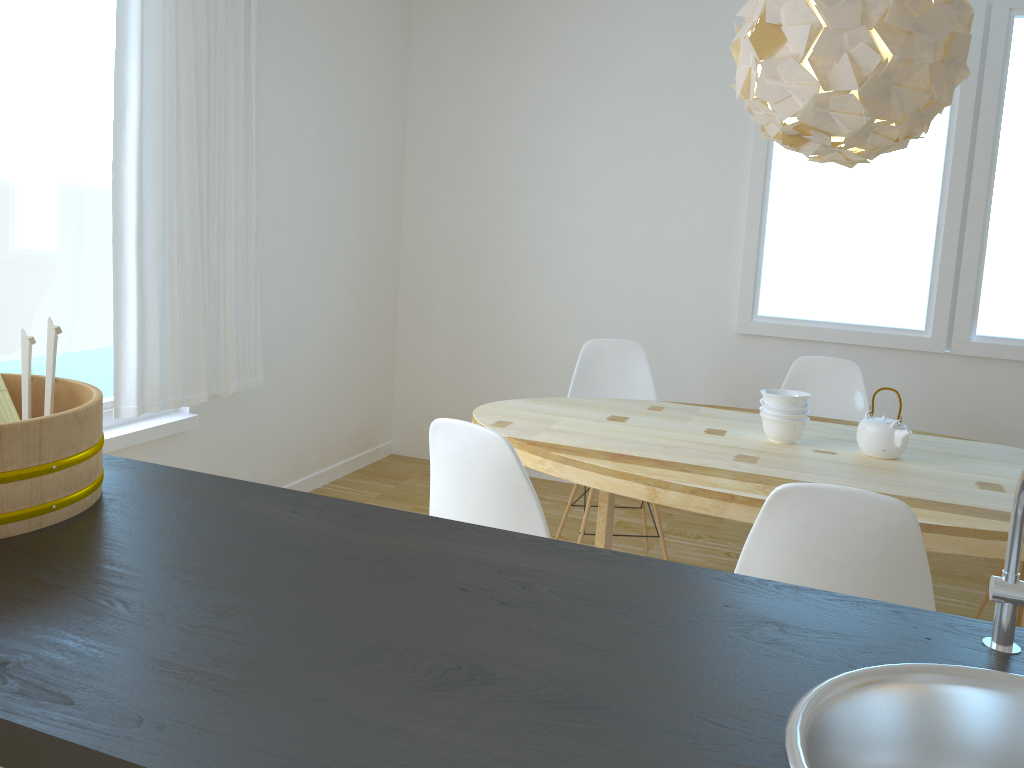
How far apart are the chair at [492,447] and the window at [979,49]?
2.5m

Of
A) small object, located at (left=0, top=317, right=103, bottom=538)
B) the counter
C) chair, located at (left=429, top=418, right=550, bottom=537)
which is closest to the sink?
the counter

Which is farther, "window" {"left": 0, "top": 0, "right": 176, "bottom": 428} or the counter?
"window" {"left": 0, "top": 0, "right": 176, "bottom": 428}

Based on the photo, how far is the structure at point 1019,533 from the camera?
0.91m

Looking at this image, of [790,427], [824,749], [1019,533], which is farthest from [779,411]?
[824,749]

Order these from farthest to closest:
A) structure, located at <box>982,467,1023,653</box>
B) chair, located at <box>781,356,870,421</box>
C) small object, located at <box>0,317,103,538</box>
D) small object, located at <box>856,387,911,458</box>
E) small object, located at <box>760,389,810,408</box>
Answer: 1. chair, located at <box>781,356,870,421</box>
2. small object, located at <box>760,389,810,408</box>
3. small object, located at <box>856,387,911,458</box>
4. small object, located at <box>0,317,103,538</box>
5. structure, located at <box>982,467,1023,653</box>

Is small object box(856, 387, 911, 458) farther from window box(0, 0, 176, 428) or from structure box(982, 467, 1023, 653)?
window box(0, 0, 176, 428)

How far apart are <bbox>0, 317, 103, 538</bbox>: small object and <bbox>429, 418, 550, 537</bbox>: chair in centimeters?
90cm

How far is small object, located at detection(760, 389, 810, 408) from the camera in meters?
2.7

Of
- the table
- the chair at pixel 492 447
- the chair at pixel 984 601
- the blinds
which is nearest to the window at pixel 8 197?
the blinds
